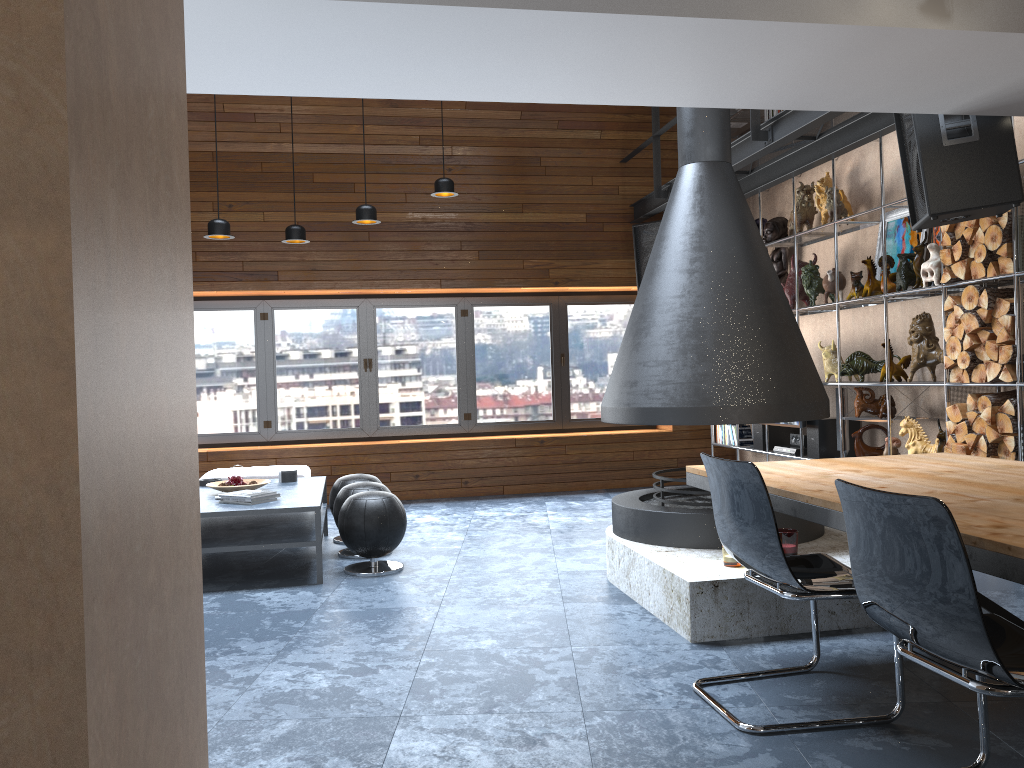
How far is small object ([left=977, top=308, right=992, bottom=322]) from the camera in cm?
478

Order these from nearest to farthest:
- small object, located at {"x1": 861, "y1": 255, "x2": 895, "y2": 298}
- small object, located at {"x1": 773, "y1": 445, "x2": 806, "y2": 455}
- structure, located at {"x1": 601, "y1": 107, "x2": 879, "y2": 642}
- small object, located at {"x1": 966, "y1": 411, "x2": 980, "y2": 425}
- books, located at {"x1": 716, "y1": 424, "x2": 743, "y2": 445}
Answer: structure, located at {"x1": 601, "y1": 107, "x2": 879, "y2": 642} → small object, located at {"x1": 966, "y1": 411, "x2": 980, "y2": 425} → small object, located at {"x1": 861, "y1": 255, "x2": 895, "y2": 298} → small object, located at {"x1": 773, "y1": 445, "x2": 806, "y2": 455} → books, located at {"x1": 716, "y1": 424, "x2": 743, "y2": 445}

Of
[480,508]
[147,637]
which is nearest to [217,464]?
[480,508]

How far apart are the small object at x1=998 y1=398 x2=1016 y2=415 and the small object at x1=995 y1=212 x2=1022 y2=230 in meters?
0.9

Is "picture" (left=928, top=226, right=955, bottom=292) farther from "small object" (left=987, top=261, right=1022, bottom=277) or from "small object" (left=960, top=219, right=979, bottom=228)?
"small object" (left=987, top=261, right=1022, bottom=277)

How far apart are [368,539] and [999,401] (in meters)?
3.56

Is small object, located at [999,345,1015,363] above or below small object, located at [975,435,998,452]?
above

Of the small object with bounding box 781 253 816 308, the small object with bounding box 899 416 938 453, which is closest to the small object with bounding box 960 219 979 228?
the small object with bounding box 899 416 938 453

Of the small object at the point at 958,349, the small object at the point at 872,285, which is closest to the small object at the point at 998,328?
the small object at the point at 958,349

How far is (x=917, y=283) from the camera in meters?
5.5
